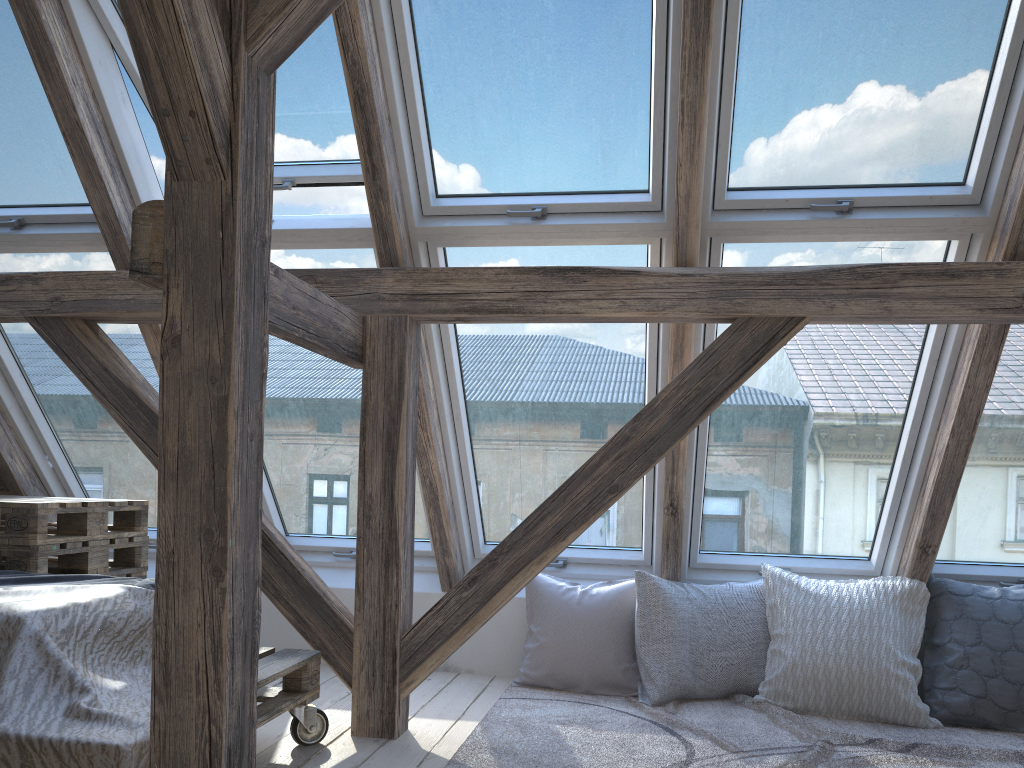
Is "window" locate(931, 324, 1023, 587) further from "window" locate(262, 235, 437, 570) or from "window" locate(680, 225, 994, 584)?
"window" locate(262, 235, 437, 570)

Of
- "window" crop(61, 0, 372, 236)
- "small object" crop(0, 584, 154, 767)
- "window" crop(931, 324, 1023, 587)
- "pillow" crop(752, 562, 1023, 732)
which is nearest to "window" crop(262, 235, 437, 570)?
"window" crop(61, 0, 372, 236)

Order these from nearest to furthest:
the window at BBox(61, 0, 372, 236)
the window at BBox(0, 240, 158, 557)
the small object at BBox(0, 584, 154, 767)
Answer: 1. the small object at BBox(0, 584, 154, 767)
2. the window at BBox(61, 0, 372, 236)
3. the window at BBox(0, 240, 158, 557)

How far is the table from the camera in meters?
2.8 m

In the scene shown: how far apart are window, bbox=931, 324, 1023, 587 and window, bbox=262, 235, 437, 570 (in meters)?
2.04

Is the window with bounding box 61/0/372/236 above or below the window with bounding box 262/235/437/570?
above

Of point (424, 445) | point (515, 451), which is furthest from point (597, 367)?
point (424, 445)

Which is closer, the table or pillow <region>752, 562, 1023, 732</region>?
the table

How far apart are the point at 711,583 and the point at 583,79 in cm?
205

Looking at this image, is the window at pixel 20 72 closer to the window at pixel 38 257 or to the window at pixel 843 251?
the window at pixel 38 257
